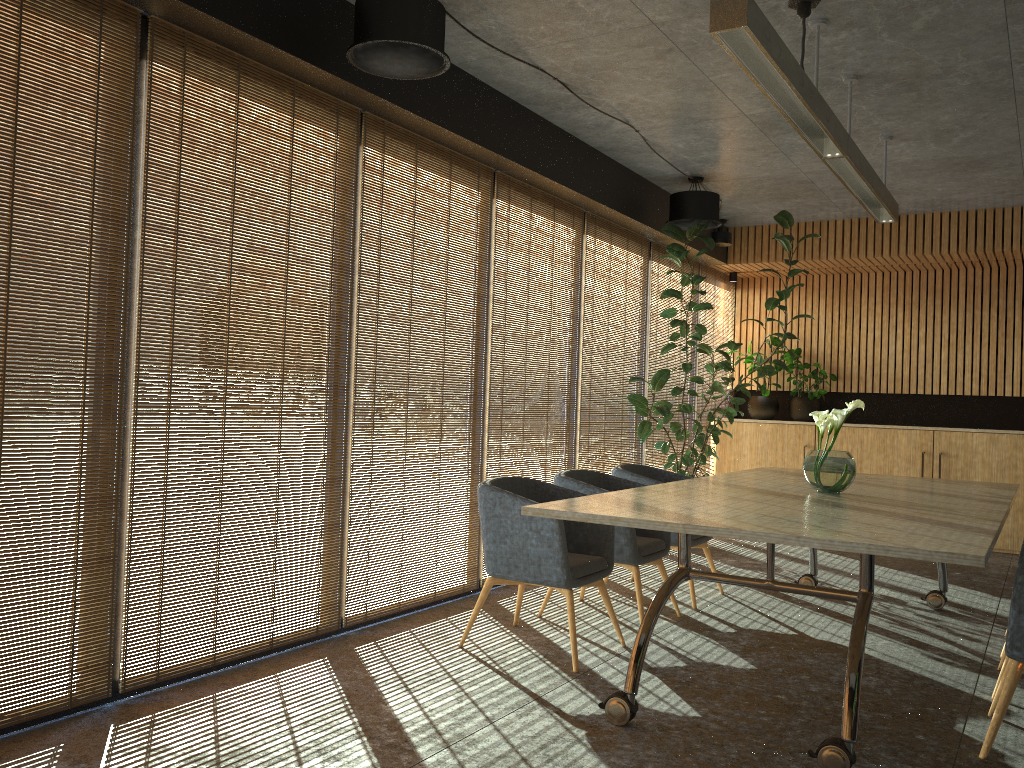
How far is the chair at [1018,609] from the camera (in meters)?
3.56

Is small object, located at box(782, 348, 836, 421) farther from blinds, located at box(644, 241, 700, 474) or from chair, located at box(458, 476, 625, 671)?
chair, located at box(458, 476, 625, 671)

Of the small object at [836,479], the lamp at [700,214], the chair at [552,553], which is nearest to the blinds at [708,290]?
the lamp at [700,214]

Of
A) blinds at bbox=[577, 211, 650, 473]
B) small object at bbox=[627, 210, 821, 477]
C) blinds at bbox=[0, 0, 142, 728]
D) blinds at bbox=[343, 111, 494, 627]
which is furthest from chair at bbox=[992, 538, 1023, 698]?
blinds at bbox=[0, 0, 142, 728]

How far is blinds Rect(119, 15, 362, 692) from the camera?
4.0 meters

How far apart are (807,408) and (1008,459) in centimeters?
213cm

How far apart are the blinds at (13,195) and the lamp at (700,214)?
5.1 meters

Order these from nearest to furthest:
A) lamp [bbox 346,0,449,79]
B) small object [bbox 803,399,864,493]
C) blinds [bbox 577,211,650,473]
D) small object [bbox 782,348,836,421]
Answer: lamp [bbox 346,0,449,79], small object [bbox 803,399,864,493], blinds [bbox 577,211,650,473], small object [bbox 782,348,836,421]

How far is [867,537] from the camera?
3.33m

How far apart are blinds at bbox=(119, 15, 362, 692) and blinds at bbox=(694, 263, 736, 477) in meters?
6.0 m
